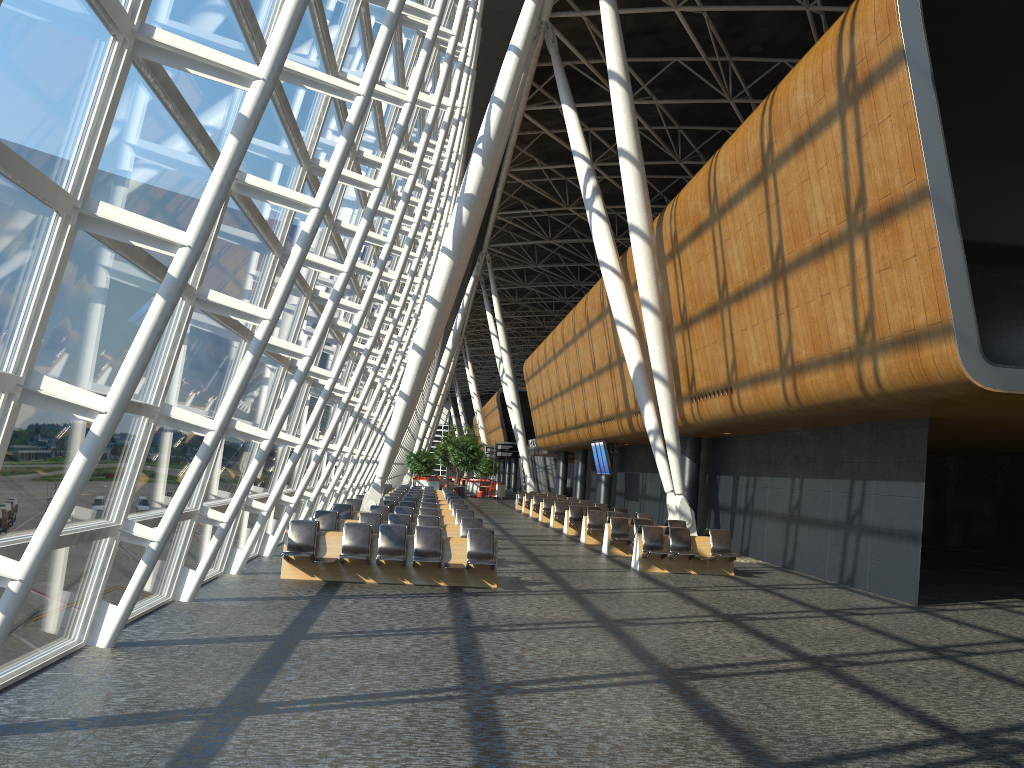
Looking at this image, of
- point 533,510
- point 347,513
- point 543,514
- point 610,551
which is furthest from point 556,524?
point 347,513

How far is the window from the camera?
5.1m

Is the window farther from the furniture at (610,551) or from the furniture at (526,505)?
the furniture at (526,505)

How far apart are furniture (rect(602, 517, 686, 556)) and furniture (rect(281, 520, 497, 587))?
6.4m

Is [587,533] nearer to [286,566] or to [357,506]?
[357,506]

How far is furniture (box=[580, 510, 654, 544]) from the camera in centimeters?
2269cm

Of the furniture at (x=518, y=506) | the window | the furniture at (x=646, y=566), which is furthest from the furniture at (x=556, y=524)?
the furniture at (x=518, y=506)

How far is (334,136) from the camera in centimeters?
1235cm

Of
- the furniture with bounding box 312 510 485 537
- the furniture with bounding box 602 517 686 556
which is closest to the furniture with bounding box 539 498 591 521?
the furniture with bounding box 602 517 686 556

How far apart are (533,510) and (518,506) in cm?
604
